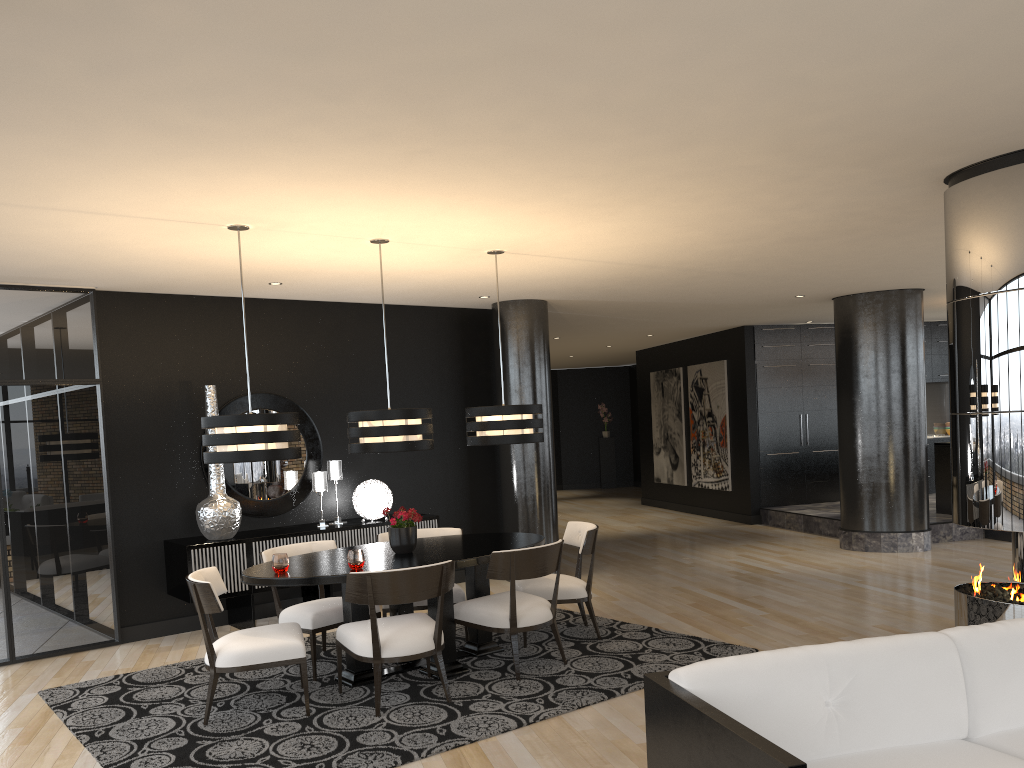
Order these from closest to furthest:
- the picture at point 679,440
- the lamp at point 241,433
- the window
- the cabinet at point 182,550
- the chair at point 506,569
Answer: the lamp at point 241,433 < the chair at point 506,569 < the window < the cabinet at point 182,550 < the picture at point 679,440

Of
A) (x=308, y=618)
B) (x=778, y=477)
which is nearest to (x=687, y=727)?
(x=308, y=618)

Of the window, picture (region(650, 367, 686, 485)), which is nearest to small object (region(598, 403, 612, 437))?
picture (region(650, 367, 686, 485))

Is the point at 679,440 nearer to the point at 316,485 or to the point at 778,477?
the point at 778,477

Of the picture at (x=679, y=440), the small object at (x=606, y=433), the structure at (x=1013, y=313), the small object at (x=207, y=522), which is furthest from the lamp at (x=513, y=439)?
the small object at (x=606, y=433)

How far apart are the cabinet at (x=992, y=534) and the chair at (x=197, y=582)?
7.93m

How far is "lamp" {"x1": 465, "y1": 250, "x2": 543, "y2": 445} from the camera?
5.8m

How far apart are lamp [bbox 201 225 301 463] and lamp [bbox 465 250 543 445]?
1.34m

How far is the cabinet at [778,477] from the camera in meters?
12.2 m

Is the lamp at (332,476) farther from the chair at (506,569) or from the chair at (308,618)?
the chair at (506,569)
